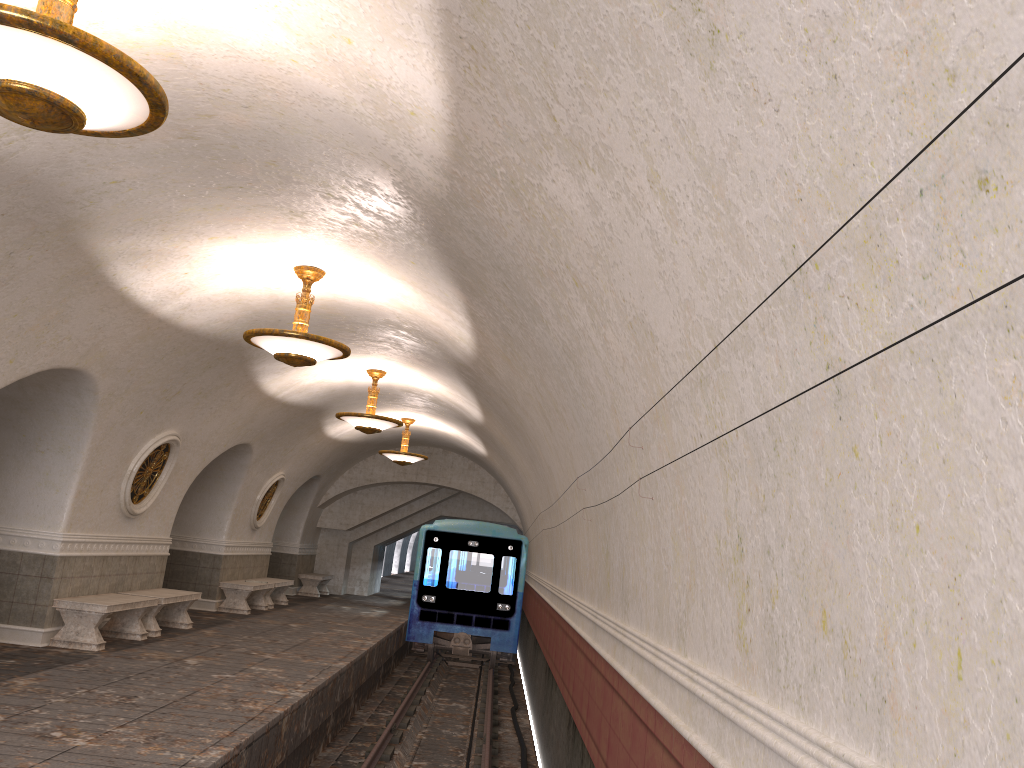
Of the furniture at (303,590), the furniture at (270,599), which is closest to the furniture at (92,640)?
the furniture at (270,599)

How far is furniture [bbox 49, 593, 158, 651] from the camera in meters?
9.8 m

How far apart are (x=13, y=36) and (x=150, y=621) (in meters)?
9.67

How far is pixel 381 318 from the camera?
10.0m

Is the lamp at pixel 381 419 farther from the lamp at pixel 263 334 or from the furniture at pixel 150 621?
the lamp at pixel 263 334

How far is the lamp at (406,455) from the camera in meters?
17.5 m

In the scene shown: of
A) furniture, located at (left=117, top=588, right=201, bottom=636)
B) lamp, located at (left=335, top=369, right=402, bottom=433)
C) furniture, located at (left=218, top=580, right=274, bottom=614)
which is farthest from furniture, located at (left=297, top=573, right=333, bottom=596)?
lamp, located at (left=335, top=369, right=402, bottom=433)

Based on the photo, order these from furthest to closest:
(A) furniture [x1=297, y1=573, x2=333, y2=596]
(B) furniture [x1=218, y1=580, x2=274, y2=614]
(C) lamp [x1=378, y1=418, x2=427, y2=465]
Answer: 1. (A) furniture [x1=297, y1=573, x2=333, y2=596]
2. (C) lamp [x1=378, y1=418, x2=427, y2=465]
3. (B) furniture [x1=218, y1=580, x2=274, y2=614]

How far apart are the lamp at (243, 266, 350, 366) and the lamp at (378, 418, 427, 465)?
9.0 meters

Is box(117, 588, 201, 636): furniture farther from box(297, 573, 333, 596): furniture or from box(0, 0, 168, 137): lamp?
box(297, 573, 333, 596): furniture
